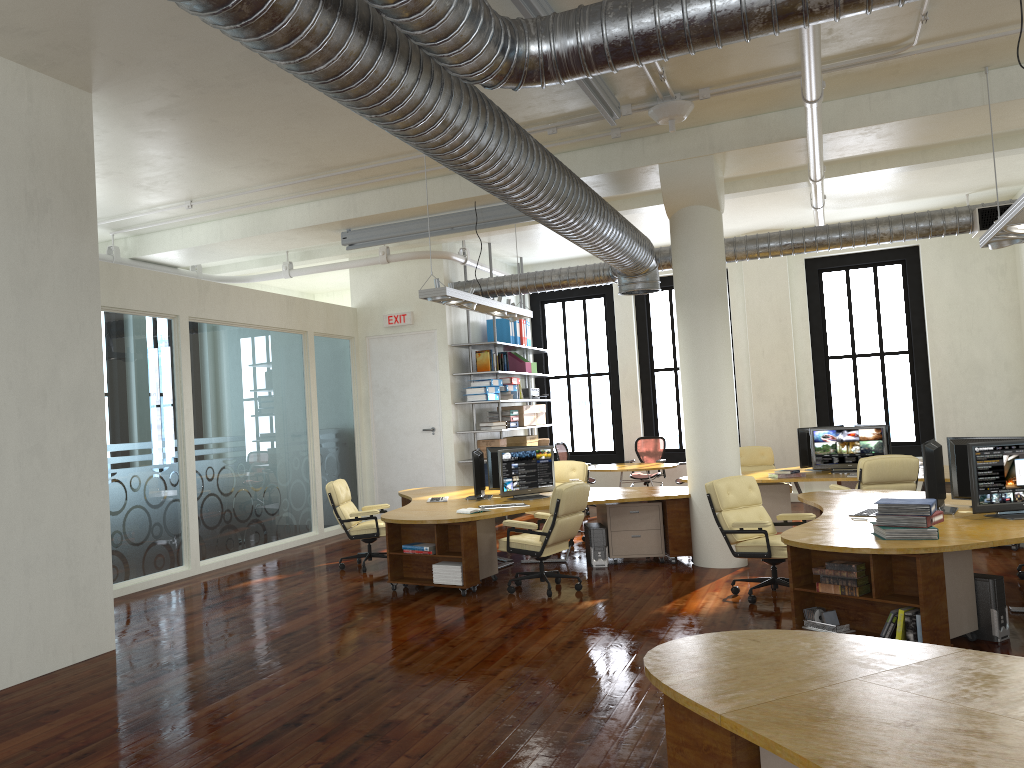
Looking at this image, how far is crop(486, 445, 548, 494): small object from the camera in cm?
1041

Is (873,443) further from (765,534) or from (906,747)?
(906,747)

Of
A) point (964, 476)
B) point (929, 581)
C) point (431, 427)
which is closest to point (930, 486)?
point (964, 476)

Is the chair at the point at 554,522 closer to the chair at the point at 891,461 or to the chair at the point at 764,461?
the chair at the point at 891,461

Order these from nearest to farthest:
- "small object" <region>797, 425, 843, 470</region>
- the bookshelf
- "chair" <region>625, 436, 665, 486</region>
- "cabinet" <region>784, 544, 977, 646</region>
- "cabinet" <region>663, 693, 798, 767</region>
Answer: "cabinet" <region>663, 693, 798, 767</region>
"cabinet" <region>784, 544, 977, 646</region>
"small object" <region>797, 425, 843, 470</region>
the bookshelf
"chair" <region>625, 436, 665, 486</region>

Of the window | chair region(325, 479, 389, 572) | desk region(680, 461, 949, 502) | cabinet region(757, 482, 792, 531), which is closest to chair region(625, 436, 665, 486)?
the window

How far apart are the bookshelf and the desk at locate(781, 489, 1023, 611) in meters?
5.7 m

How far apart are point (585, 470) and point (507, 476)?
2.27m

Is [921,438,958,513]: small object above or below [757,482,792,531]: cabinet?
above

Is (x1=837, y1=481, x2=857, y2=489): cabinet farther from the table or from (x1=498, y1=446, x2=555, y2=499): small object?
(x1=498, y1=446, x2=555, y2=499): small object
